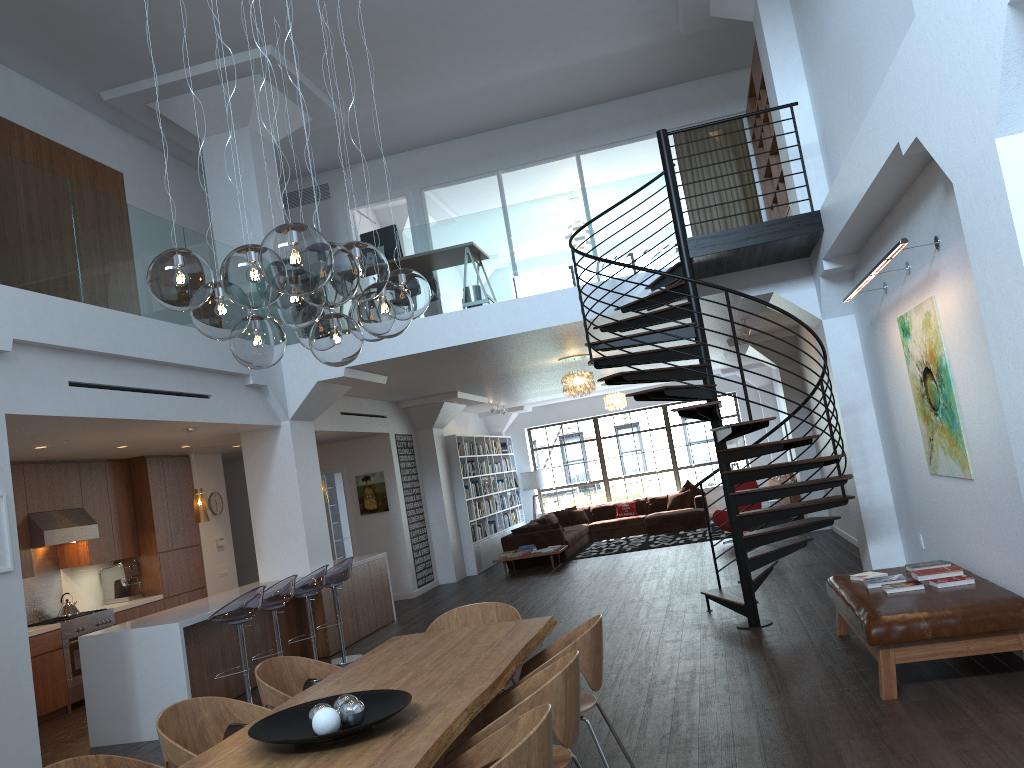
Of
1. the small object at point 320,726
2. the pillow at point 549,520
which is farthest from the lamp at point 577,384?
the small object at point 320,726

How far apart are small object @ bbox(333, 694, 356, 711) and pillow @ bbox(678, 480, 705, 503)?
15.4 meters

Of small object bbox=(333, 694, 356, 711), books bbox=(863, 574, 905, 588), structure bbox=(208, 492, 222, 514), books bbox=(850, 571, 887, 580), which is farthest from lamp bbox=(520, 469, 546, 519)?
small object bbox=(333, 694, 356, 711)

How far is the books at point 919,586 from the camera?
5.5 meters

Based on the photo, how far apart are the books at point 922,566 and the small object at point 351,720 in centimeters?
440cm

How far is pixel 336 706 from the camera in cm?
326

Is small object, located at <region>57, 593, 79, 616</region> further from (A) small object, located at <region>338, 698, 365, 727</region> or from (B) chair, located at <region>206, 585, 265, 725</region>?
(A) small object, located at <region>338, 698, 365, 727</region>

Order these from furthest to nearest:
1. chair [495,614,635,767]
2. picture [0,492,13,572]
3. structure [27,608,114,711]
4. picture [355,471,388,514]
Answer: picture [355,471,388,514], structure [27,608,114,711], picture [0,492,13,572], chair [495,614,635,767]

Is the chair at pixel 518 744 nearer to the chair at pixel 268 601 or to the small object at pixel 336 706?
the small object at pixel 336 706

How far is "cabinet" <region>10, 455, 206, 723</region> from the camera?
8.6m
